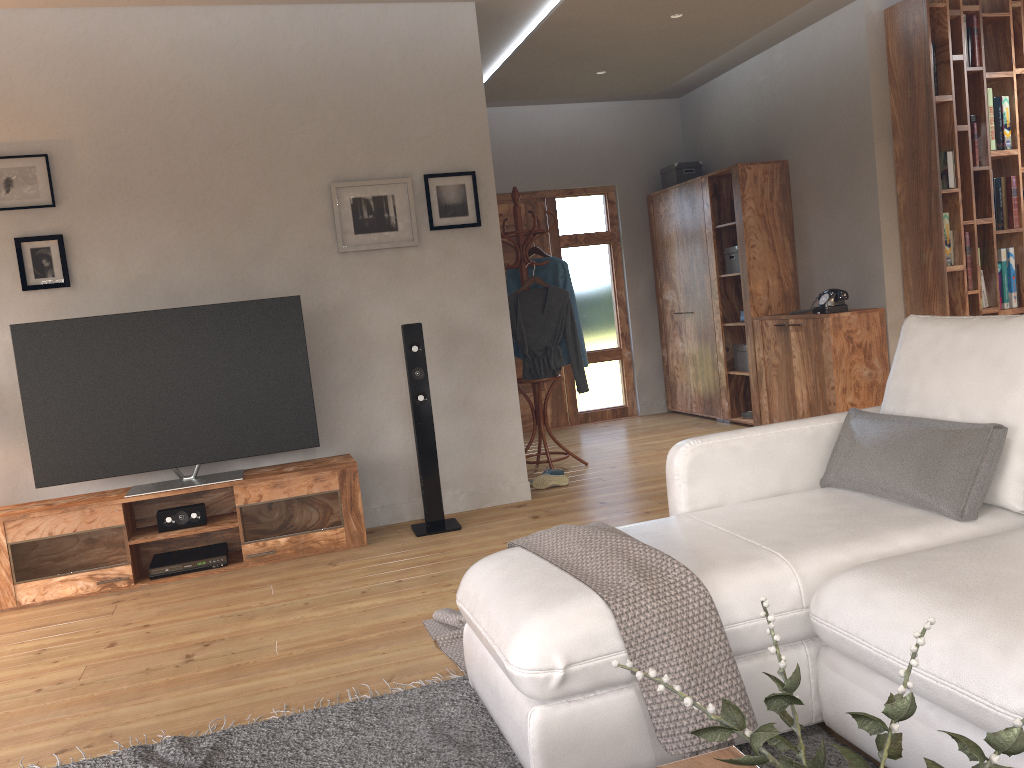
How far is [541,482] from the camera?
5.35m

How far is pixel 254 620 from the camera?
3.5 meters

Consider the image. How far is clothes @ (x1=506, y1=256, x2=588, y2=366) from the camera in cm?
584

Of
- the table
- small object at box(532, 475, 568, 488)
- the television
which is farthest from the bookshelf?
the table

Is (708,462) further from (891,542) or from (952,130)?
(952,130)

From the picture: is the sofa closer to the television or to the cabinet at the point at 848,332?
the television

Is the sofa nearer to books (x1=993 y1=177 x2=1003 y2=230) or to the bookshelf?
the bookshelf

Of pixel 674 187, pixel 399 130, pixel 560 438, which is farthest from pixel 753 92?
pixel 399 130

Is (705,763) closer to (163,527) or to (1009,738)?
(1009,738)

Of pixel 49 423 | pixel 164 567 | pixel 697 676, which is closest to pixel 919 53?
pixel 697 676
